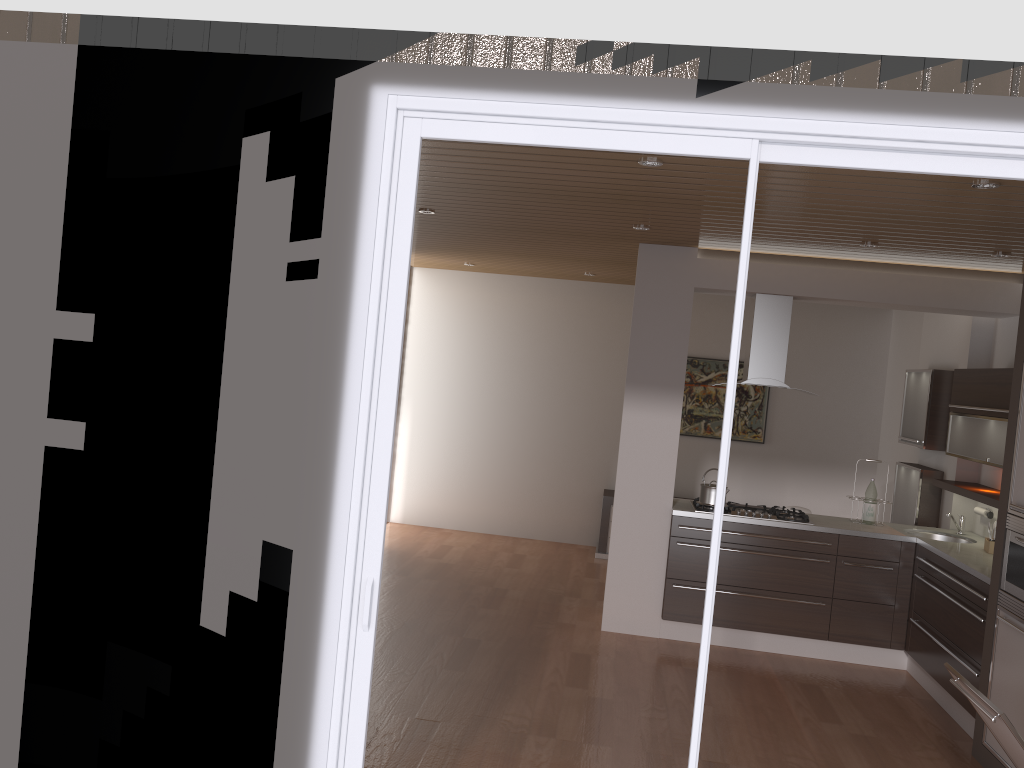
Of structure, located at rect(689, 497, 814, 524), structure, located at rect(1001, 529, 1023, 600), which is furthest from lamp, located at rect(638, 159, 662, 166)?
structure, located at rect(689, 497, 814, 524)

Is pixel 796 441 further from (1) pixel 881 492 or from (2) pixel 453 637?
(2) pixel 453 637

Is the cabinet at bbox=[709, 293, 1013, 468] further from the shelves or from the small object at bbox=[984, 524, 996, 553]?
the small object at bbox=[984, 524, 996, 553]

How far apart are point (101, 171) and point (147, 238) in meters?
0.3

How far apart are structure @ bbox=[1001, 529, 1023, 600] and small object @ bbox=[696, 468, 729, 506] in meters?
2.0

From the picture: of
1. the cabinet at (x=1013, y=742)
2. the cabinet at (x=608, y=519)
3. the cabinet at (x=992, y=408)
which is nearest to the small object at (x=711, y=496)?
the cabinet at (x=992, y=408)

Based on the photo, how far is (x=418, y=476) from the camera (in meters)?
9.32

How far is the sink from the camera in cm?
616

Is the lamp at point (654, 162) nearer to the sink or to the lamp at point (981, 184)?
the lamp at point (981, 184)

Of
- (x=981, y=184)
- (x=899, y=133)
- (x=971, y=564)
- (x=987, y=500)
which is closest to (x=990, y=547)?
(x=987, y=500)
